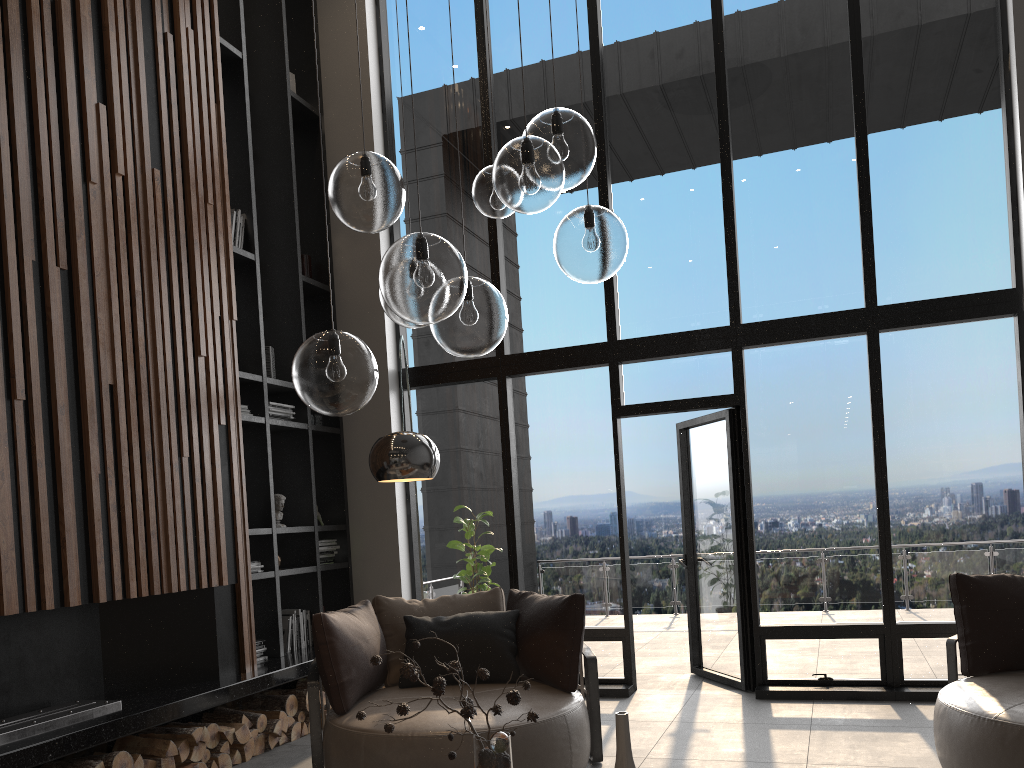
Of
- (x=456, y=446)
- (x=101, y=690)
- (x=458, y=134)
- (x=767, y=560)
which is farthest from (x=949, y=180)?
(x=101, y=690)

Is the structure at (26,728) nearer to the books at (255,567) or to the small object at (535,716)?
the books at (255,567)

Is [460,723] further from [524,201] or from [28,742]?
[524,201]

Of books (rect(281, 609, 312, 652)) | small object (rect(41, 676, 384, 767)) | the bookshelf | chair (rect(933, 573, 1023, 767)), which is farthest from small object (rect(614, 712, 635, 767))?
books (rect(281, 609, 312, 652))

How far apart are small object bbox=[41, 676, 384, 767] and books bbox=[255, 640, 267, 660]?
0.3 meters

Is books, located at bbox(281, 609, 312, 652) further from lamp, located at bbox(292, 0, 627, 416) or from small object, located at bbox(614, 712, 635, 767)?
small object, located at bbox(614, 712, 635, 767)

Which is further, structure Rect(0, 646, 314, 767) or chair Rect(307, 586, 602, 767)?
chair Rect(307, 586, 602, 767)

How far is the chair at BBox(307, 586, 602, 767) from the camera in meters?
3.8 m

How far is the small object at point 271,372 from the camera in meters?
6.2

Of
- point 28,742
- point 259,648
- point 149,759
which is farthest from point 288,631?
point 28,742
